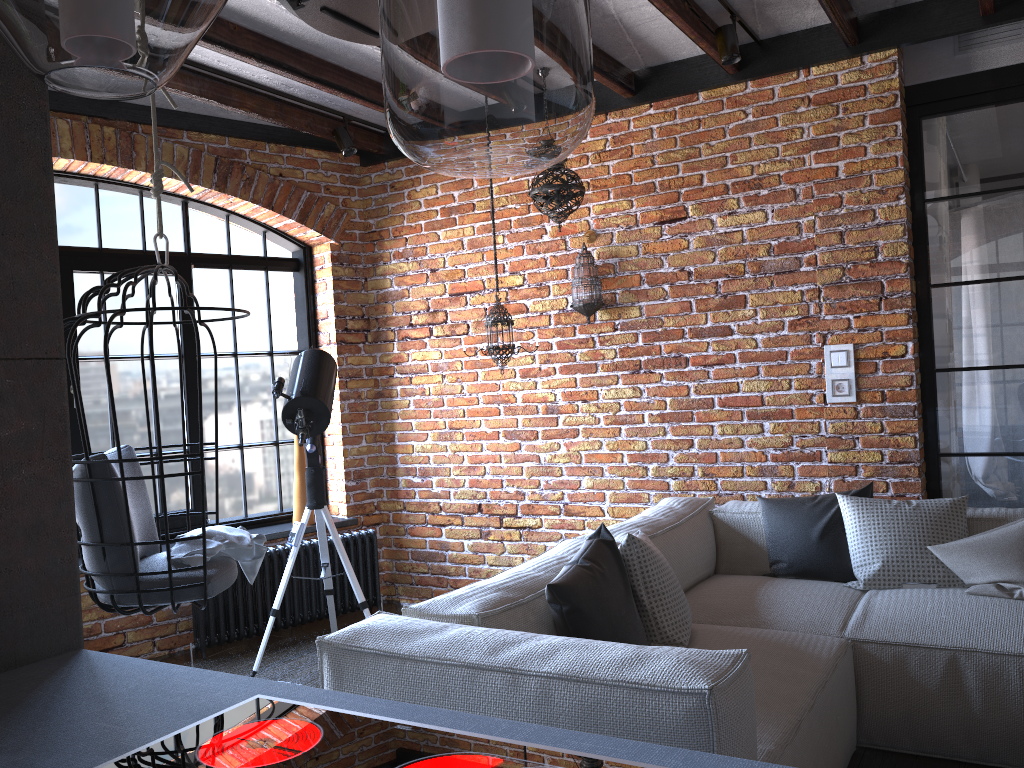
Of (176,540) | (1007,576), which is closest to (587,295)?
(1007,576)

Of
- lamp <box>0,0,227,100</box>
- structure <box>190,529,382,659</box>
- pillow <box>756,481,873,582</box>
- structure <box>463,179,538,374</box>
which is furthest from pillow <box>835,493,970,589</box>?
lamp <box>0,0,227,100</box>

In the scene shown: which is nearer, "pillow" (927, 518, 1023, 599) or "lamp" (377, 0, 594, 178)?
"lamp" (377, 0, 594, 178)

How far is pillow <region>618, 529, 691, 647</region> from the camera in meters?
2.7

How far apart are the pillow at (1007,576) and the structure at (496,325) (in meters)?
2.13

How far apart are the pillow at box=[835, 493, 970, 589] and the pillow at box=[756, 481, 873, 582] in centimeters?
4cm

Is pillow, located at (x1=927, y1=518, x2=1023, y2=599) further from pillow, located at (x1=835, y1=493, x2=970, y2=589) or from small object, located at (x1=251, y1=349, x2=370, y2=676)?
small object, located at (x1=251, y1=349, x2=370, y2=676)

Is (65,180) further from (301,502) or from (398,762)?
(398,762)

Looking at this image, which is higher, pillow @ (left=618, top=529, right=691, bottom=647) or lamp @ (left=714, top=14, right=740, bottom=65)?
lamp @ (left=714, top=14, right=740, bottom=65)

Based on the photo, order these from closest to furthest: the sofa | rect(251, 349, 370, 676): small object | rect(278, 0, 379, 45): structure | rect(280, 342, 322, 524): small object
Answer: the sofa
rect(278, 0, 379, 45): structure
rect(251, 349, 370, 676): small object
rect(280, 342, 322, 524): small object
